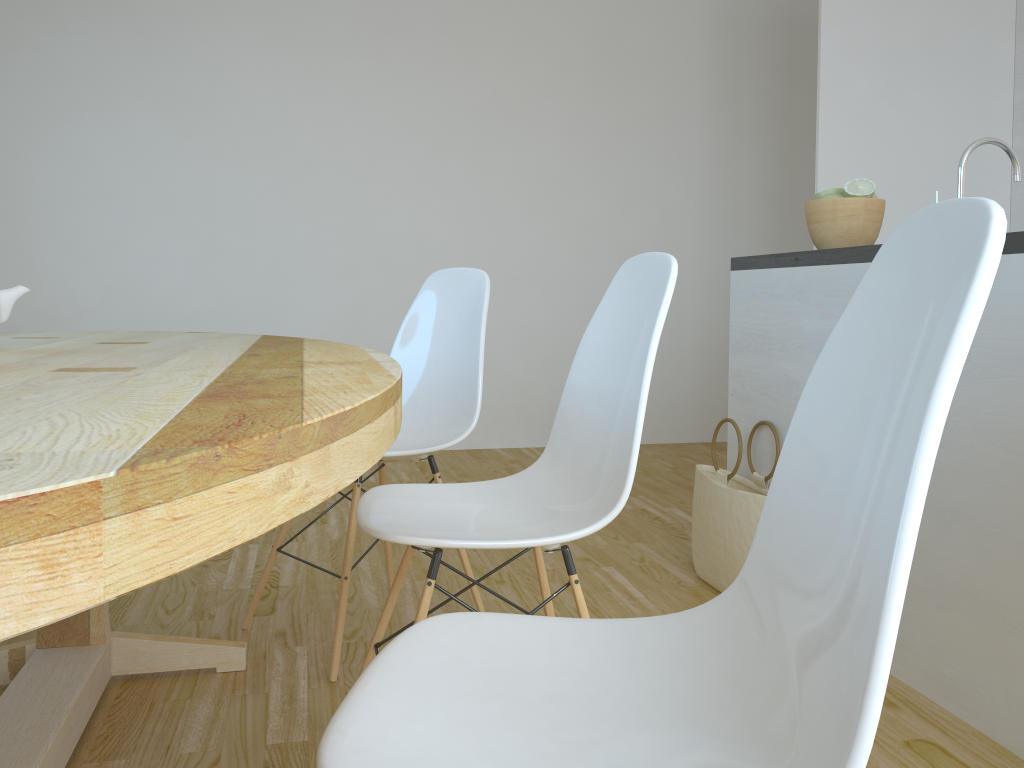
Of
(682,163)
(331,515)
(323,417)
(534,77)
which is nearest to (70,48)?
(534,77)

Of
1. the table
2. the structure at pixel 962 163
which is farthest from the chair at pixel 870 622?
the structure at pixel 962 163

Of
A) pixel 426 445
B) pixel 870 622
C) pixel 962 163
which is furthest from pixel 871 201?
pixel 870 622

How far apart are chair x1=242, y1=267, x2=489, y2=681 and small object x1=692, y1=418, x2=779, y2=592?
0.7m

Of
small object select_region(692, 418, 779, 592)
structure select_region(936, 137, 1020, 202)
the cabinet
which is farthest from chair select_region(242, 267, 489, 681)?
structure select_region(936, 137, 1020, 202)

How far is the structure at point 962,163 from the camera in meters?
1.8 m

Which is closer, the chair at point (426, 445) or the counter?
the counter

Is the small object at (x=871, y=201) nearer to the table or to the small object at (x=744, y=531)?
the small object at (x=744, y=531)

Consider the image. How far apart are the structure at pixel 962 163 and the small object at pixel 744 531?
0.9m

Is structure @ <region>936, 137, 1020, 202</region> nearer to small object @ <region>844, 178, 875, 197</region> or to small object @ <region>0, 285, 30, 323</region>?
small object @ <region>844, 178, 875, 197</region>
